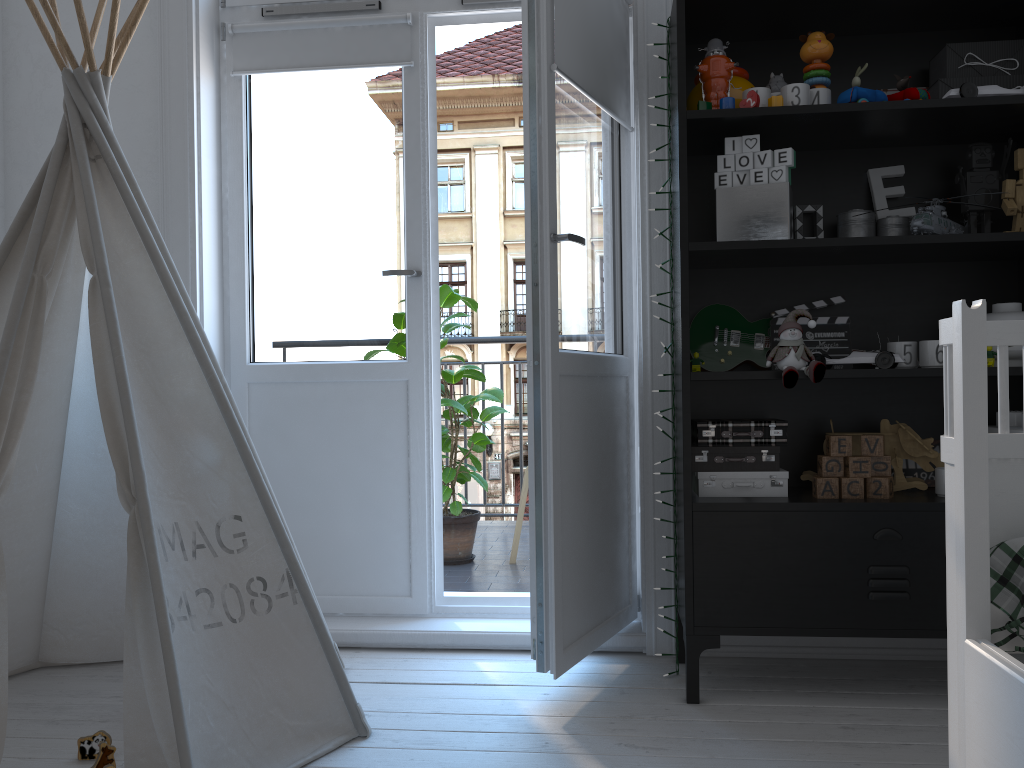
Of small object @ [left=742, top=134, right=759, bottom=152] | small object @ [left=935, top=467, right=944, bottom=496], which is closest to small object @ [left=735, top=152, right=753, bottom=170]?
small object @ [left=742, top=134, right=759, bottom=152]

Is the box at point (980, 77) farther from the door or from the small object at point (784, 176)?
the door

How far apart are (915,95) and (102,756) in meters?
2.3 m

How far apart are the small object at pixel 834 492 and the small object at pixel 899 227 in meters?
0.7 m

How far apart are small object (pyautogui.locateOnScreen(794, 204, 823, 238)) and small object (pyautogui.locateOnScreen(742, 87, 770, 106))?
0.33m

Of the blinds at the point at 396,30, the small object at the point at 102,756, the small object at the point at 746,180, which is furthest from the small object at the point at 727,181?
the small object at the point at 102,756

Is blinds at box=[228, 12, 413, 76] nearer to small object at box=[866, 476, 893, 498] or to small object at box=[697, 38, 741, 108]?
small object at box=[697, 38, 741, 108]

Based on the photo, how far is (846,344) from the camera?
2.26m

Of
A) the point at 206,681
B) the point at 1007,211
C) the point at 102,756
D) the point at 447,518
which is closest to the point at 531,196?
the point at 1007,211

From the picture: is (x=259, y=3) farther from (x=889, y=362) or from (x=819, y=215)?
(x=889, y=362)
